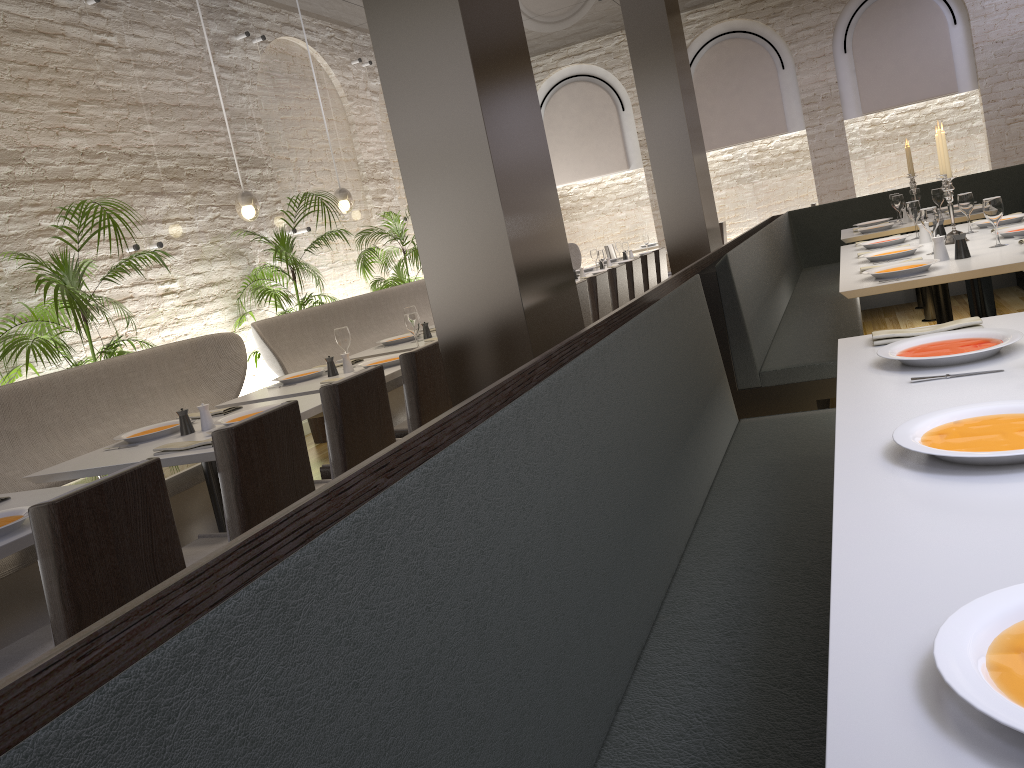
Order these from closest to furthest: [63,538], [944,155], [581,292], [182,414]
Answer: [63,538], [182,414], [944,155], [581,292]

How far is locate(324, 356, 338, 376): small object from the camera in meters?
4.7

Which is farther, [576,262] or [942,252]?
[576,262]

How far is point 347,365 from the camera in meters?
4.7

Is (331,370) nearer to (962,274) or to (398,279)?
(962,274)

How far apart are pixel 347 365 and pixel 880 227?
4.28m

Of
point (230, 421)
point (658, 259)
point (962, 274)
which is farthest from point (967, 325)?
point (658, 259)

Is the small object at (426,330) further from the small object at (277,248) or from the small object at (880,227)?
the small object at (880,227)

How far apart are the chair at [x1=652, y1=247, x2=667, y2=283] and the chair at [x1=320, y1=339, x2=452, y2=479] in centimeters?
488cm

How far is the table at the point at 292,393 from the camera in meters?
4.3 m
